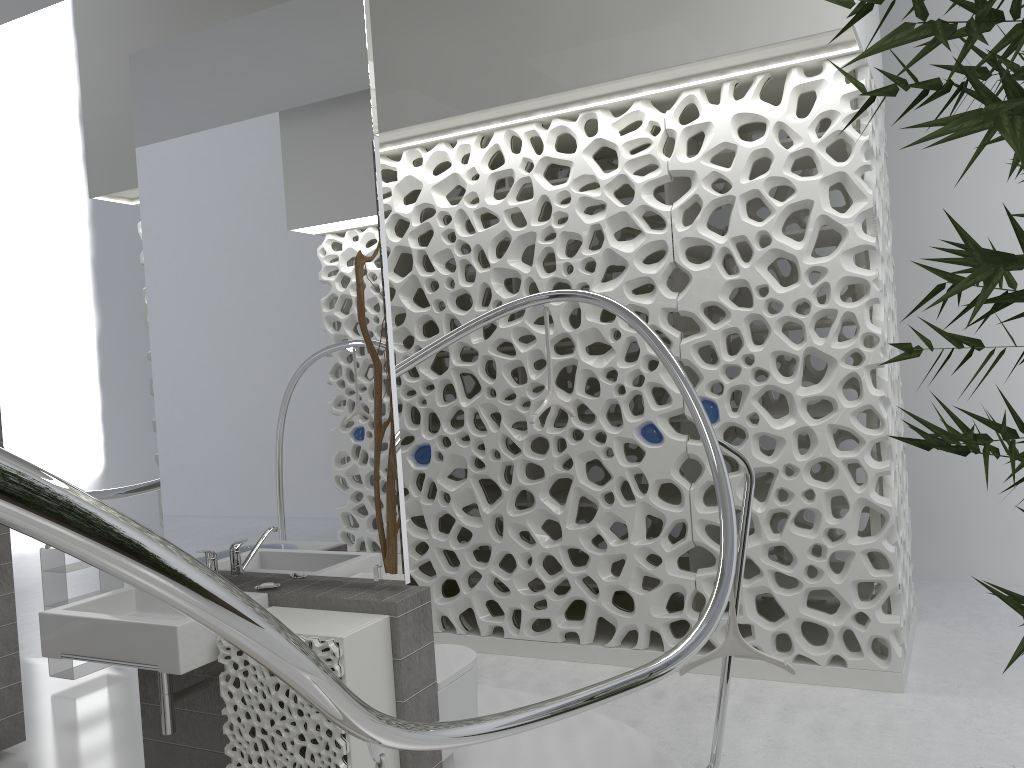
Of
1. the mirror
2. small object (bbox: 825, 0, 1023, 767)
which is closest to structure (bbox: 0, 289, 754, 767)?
the mirror

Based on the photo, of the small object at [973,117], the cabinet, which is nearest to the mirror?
the cabinet

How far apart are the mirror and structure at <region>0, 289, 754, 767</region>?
0.75m

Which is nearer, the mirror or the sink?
the sink

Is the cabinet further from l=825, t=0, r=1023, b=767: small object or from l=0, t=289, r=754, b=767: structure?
l=825, t=0, r=1023, b=767: small object

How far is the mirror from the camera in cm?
292

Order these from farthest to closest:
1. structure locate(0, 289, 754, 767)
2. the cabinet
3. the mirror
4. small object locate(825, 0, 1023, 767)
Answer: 1. the mirror
2. the cabinet
3. small object locate(825, 0, 1023, 767)
4. structure locate(0, 289, 754, 767)

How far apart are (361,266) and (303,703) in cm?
137

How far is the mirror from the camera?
2.9m

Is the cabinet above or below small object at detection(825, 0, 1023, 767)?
below
